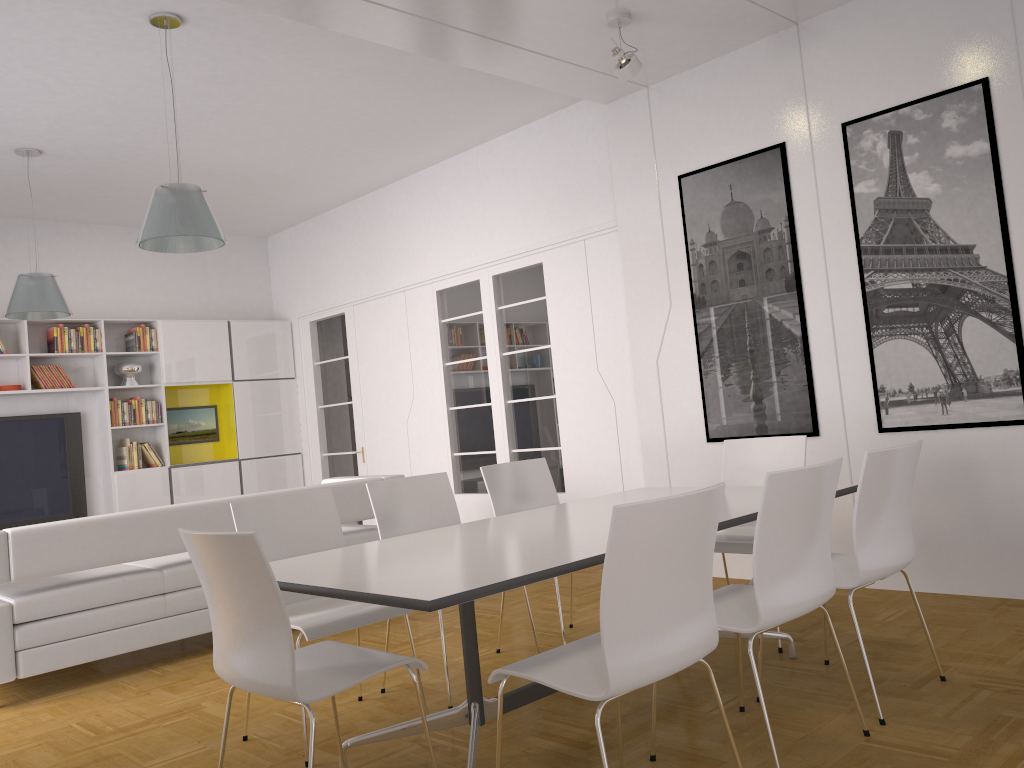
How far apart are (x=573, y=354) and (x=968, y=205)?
3.0 meters

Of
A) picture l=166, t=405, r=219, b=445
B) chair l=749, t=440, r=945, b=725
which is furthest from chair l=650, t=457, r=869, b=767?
picture l=166, t=405, r=219, b=445

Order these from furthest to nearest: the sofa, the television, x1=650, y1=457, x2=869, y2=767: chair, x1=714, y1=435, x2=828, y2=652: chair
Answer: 1. the television
2. the sofa
3. x1=714, y1=435, x2=828, y2=652: chair
4. x1=650, y1=457, x2=869, y2=767: chair

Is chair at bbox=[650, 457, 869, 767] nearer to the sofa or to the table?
the table

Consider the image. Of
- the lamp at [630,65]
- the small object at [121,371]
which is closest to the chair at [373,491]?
the lamp at [630,65]

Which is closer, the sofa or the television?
the sofa

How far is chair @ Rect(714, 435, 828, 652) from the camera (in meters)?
4.21

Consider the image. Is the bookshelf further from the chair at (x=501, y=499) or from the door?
the chair at (x=501, y=499)

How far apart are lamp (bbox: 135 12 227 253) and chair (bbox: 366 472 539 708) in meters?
1.6

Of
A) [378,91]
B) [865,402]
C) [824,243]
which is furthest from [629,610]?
[378,91]
